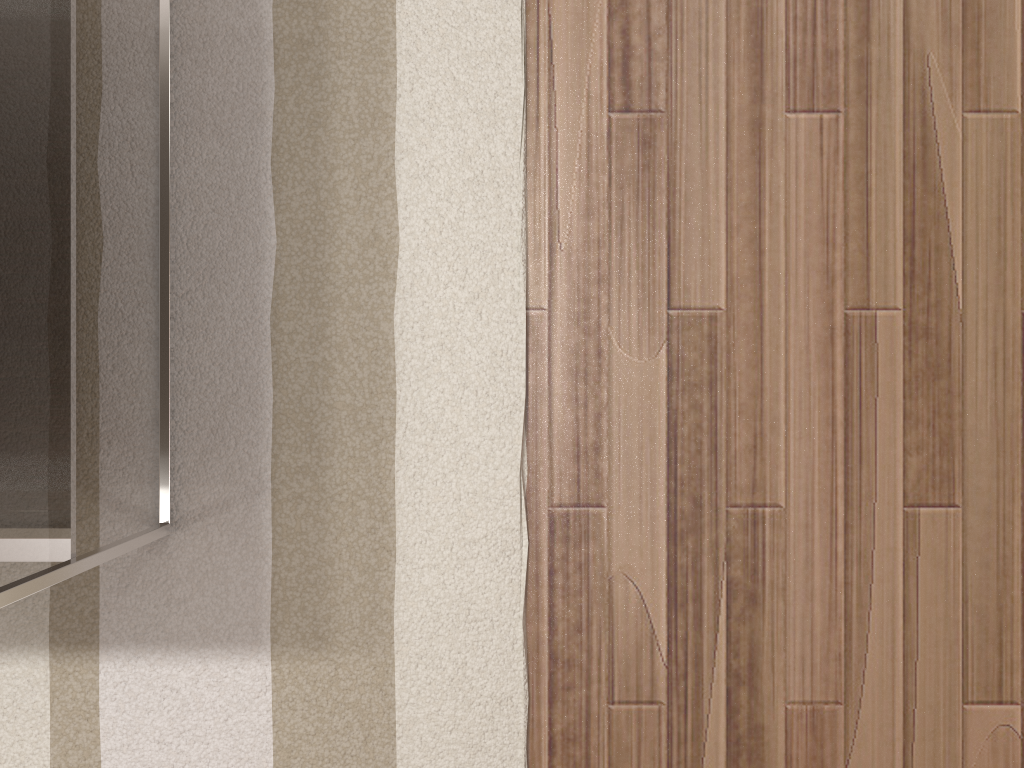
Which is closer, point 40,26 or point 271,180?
point 40,26

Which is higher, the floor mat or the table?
the table

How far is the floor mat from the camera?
1.3m

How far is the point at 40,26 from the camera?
1.02m

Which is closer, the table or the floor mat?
the table

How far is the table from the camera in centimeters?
102cm

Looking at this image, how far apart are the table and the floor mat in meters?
0.0

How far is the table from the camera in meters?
1.0

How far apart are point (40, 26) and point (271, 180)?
0.3 meters

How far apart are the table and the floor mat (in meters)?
0.01
